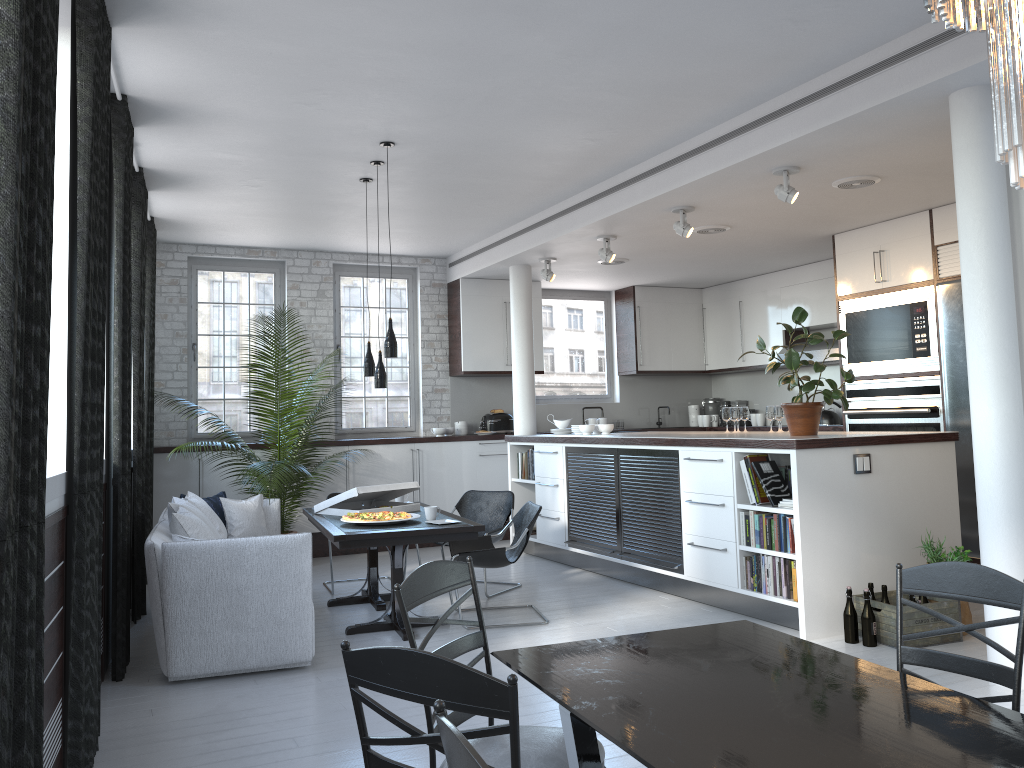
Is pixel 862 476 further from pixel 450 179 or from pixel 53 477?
pixel 53 477

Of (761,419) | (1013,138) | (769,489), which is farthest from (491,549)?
(761,419)

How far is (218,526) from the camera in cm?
638

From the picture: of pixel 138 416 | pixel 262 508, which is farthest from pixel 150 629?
pixel 138 416

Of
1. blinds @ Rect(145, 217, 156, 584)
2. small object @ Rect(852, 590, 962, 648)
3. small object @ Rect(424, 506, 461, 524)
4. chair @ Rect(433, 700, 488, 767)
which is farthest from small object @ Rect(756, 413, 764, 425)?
chair @ Rect(433, 700, 488, 767)

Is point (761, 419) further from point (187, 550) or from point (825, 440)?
point (187, 550)

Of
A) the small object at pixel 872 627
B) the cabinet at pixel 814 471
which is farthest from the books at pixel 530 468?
the small object at pixel 872 627

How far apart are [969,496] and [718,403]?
4.76m

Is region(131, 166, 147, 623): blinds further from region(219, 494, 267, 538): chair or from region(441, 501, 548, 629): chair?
region(441, 501, 548, 629): chair

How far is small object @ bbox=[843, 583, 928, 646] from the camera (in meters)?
5.17
